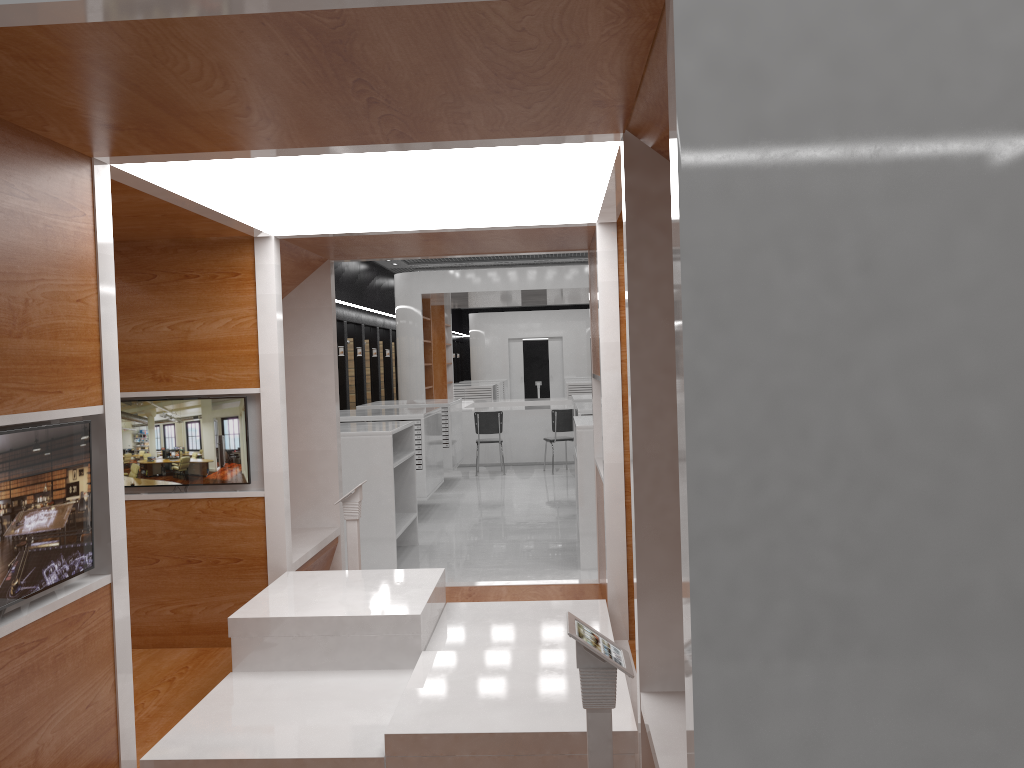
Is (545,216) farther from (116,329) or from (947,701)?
(947,701)

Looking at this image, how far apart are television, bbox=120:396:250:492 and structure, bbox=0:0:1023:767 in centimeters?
5cm

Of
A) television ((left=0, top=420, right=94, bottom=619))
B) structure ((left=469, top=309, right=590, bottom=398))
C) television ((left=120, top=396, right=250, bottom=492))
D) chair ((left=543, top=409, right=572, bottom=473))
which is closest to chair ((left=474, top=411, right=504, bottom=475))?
chair ((left=543, top=409, right=572, bottom=473))

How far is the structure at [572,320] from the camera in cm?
2802

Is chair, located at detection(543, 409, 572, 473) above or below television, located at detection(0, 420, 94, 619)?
below

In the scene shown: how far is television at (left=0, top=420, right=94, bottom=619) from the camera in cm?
242

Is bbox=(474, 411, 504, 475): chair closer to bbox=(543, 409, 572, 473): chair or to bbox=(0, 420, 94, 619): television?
bbox=(543, 409, 572, 473): chair

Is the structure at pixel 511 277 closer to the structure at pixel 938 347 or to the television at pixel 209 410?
the structure at pixel 938 347

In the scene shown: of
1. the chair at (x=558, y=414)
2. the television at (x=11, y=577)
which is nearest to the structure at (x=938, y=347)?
the television at (x=11, y=577)

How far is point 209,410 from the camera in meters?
4.8
